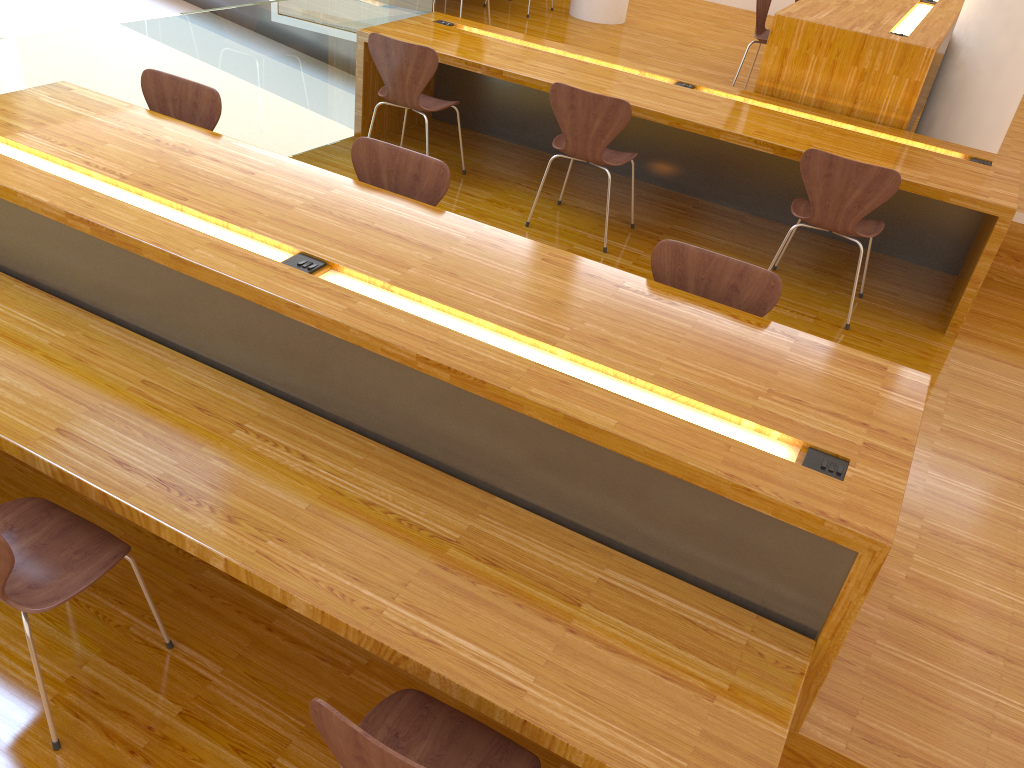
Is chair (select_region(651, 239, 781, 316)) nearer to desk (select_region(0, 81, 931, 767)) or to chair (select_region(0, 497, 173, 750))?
desk (select_region(0, 81, 931, 767))

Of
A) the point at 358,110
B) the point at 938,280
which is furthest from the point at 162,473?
the point at 938,280

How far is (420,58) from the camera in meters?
4.1

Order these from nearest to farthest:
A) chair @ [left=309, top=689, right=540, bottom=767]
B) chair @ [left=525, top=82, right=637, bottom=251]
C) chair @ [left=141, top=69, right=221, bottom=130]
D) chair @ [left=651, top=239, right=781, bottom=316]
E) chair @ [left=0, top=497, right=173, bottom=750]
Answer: chair @ [left=309, top=689, right=540, bottom=767], chair @ [left=0, top=497, right=173, bottom=750], chair @ [left=651, top=239, right=781, bottom=316], chair @ [left=141, top=69, right=221, bottom=130], chair @ [left=525, top=82, right=637, bottom=251]

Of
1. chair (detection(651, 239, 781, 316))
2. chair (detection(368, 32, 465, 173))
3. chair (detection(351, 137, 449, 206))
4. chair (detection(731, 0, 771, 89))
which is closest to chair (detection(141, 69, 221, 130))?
chair (detection(351, 137, 449, 206))

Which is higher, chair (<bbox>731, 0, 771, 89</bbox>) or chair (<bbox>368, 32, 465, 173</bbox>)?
chair (<bbox>731, 0, 771, 89</bbox>)

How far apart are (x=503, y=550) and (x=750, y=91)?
4.3 meters

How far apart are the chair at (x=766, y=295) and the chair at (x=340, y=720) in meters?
1.4

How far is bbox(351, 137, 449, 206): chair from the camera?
2.9 meters

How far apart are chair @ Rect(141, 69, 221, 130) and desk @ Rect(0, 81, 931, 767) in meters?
0.2 m
